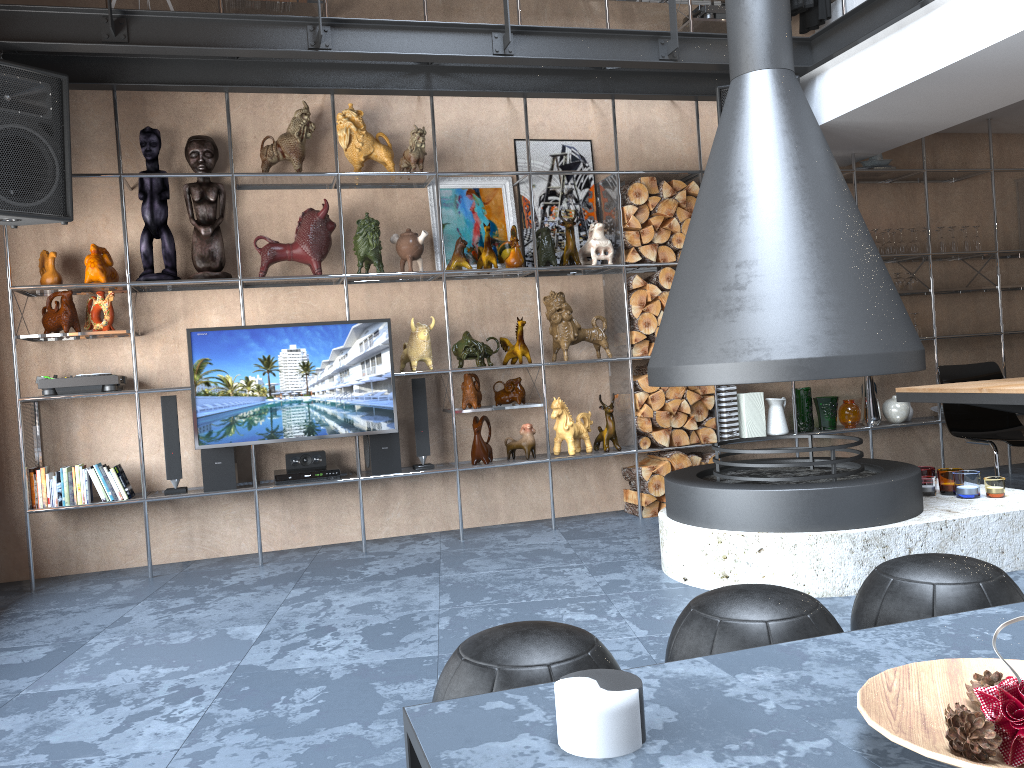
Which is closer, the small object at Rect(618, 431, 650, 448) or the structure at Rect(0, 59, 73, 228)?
the structure at Rect(0, 59, 73, 228)

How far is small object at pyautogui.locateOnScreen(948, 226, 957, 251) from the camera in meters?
6.2 m

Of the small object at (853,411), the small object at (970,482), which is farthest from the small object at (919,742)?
the small object at (853,411)

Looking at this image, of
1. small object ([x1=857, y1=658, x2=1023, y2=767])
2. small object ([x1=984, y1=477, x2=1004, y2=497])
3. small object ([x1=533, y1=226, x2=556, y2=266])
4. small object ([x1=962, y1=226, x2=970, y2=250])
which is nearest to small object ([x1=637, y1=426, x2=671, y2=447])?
small object ([x1=533, y1=226, x2=556, y2=266])

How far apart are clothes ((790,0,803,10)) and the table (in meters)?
2.69

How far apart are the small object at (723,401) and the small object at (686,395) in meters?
0.2 m

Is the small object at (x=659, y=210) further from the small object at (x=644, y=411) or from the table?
the table

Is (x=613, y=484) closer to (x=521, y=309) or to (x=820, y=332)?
(x=521, y=309)

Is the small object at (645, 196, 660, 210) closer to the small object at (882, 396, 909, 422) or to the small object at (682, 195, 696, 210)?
the small object at (682, 195, 696, 210)

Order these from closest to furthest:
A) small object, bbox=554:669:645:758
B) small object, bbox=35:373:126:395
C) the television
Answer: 1. small object, bbox=554:669:645:758
2. small object, bbox=35:373:126:395
3. the television
